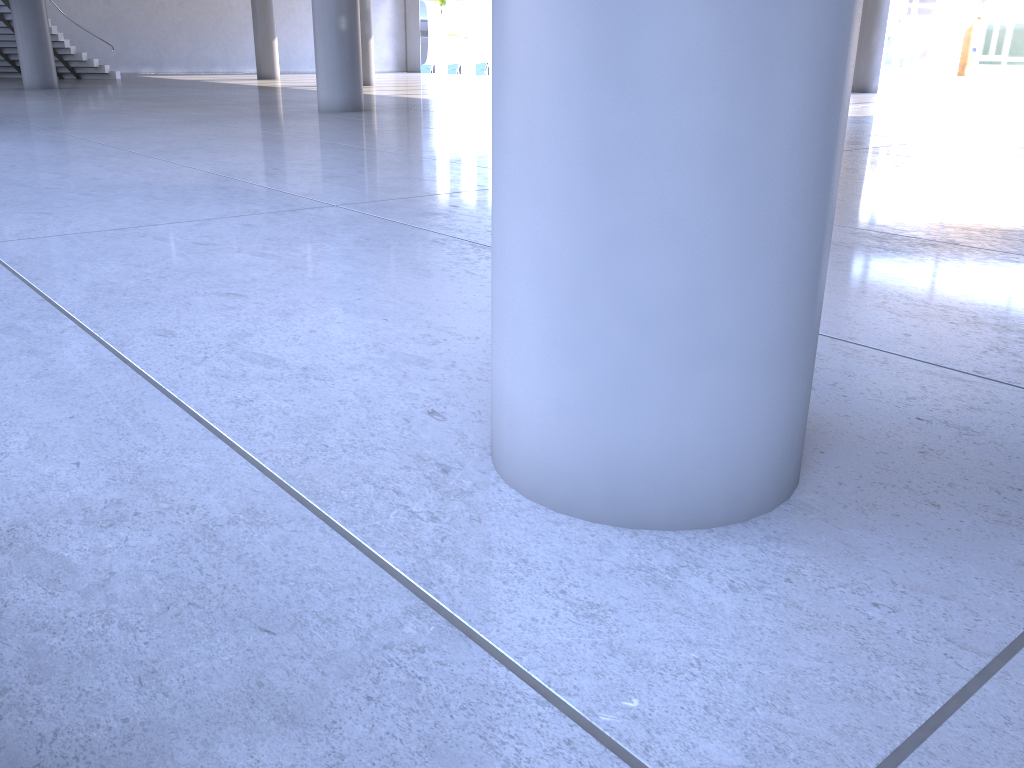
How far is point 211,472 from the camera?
2.2 meters
